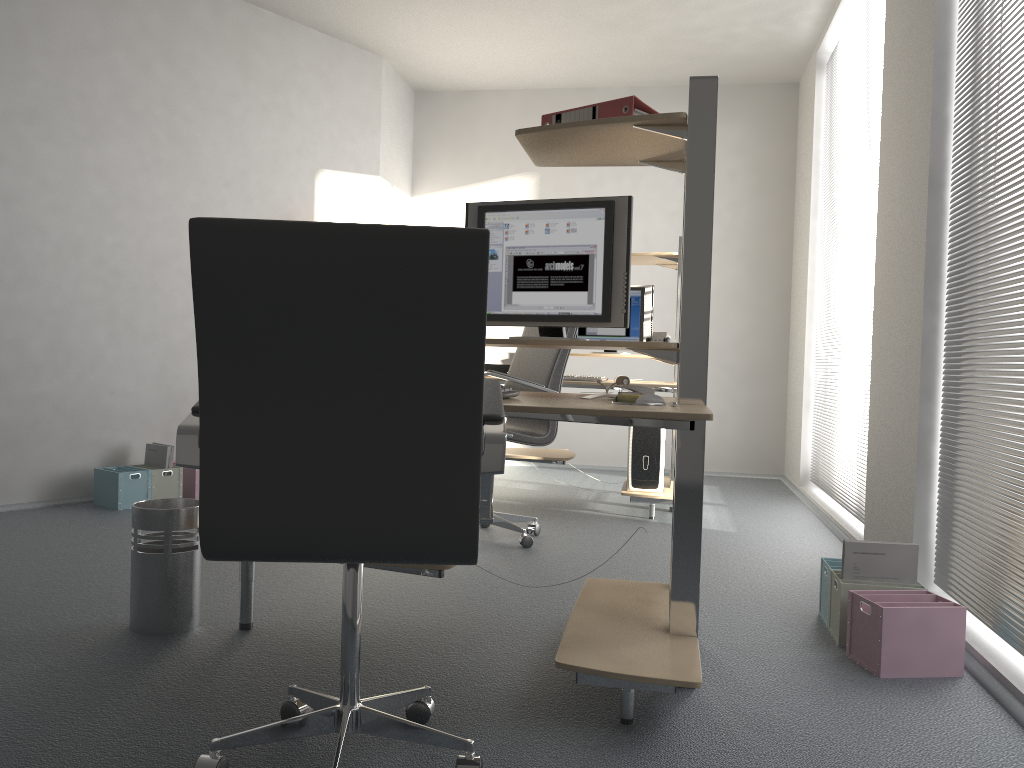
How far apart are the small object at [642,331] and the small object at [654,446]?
0.7m

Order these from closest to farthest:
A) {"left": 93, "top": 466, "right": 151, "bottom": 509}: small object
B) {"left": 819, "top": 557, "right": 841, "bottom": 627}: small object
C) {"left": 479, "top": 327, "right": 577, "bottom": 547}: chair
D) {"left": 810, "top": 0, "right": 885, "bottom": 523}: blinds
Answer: {"left": 819, "top": 557, "right": 841, "bottom": 627}: small object < {"left": 479, "top": 327, "right": 577, "bottom": 547}: chair < {"left": 810, "top": 0, "right": 885, "bottom": 523}: blinds < {"left": 93, "top": 466, "right": 151, "bottom": 509}: small object

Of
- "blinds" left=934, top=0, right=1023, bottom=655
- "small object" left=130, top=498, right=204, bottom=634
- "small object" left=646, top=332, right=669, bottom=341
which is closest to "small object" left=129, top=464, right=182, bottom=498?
"small object" left=130, top=498, right=204, bottom=634

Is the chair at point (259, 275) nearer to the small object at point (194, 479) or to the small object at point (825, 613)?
the small object at point (825, 613)

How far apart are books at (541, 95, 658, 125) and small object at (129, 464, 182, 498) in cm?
319

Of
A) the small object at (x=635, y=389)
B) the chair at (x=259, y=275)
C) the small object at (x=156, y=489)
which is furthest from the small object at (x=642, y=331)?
the chair at (x=259, y=275)

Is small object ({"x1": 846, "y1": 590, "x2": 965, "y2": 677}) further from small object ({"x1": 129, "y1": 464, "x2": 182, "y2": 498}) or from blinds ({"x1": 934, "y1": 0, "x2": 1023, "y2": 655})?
small object ({"x1": 129, "y1": 464, "x2": 182, "y2": 498})

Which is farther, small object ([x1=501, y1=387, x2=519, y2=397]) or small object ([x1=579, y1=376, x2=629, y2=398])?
small object ([x1=579, y1=376, x2=629, y2=398])

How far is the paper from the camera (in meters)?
4.80

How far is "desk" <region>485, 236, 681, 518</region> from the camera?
4.72m
